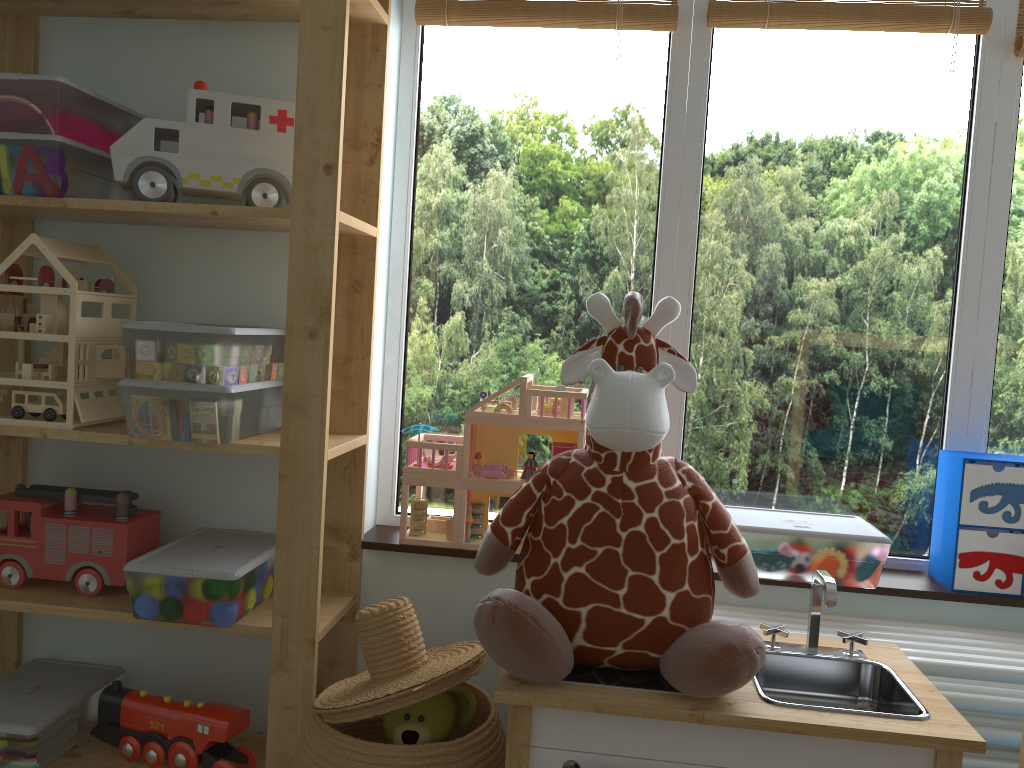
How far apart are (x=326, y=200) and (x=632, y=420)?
0.63m

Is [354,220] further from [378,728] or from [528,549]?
[378,728]

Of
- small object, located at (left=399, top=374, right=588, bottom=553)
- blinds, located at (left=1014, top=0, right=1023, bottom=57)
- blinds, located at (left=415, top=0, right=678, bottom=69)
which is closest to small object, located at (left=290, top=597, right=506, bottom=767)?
small object, located at (left=399, top=374, right=588, bottom=553)

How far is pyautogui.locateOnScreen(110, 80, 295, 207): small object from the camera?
1.46m

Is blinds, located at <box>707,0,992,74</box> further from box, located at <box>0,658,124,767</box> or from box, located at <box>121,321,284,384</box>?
box, located at <box>0,658,124,767</box>

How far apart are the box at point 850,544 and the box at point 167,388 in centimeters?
86cm

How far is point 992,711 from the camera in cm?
137

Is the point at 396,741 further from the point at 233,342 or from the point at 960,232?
the point at 960,232

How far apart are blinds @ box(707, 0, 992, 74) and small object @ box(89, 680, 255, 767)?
1.52m

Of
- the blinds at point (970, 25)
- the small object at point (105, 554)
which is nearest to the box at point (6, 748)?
the small object at point (105, 554)
